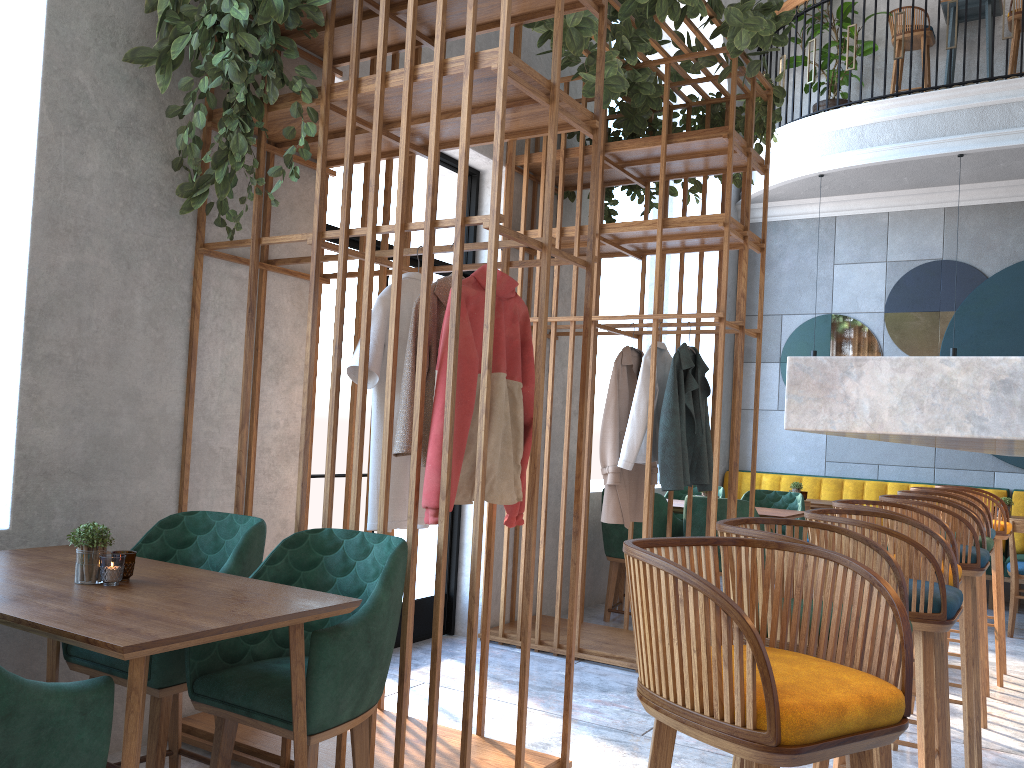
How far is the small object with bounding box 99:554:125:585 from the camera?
2.1 meters

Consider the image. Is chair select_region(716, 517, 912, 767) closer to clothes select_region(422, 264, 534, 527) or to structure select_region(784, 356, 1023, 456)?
structure select_region(784, 356, 1023, 456)

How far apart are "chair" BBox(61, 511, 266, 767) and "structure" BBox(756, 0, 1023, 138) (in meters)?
7.14

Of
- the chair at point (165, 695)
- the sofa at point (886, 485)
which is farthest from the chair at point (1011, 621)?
the chair at point (165, 695)

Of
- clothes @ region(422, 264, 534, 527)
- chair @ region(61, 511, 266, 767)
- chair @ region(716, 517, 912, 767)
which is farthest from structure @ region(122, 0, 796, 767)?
chair @ region(716, 517, 912, 767)

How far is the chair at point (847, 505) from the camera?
2.8m

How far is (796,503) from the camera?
6.36m

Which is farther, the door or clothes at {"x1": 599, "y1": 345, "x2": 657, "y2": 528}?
the door

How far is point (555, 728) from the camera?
3.5 meters

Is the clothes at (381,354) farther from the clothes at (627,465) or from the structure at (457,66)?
the clothes at (627,465)
